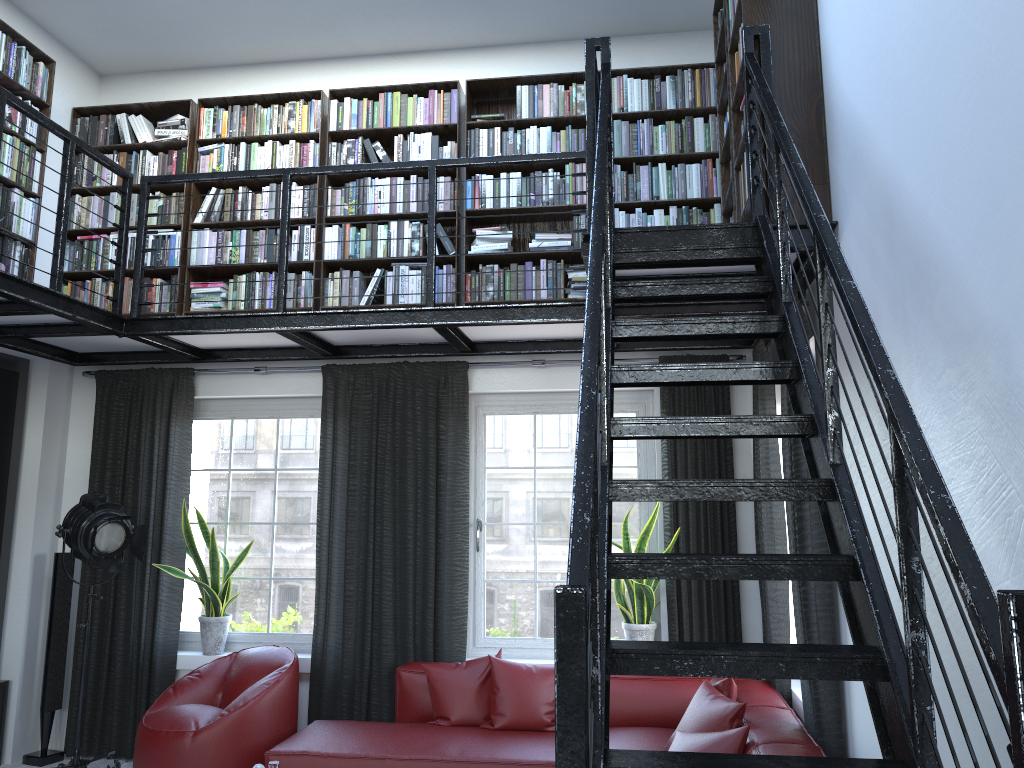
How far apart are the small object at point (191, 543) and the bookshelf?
1.3 meters

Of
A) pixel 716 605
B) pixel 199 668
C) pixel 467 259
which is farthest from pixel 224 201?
pixel 716 605

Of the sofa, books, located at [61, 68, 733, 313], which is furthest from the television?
the sofa

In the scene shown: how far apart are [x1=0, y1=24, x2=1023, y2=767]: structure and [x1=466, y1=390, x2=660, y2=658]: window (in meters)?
0.32

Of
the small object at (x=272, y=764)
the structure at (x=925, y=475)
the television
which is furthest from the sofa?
the television

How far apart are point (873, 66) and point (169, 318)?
3.72m

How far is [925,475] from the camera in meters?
1.4

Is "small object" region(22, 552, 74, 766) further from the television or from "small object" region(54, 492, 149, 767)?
"small object" region(54, 492, 149, 767)

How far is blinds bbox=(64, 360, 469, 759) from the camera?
5.26m

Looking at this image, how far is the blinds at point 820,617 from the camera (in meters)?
3.48
